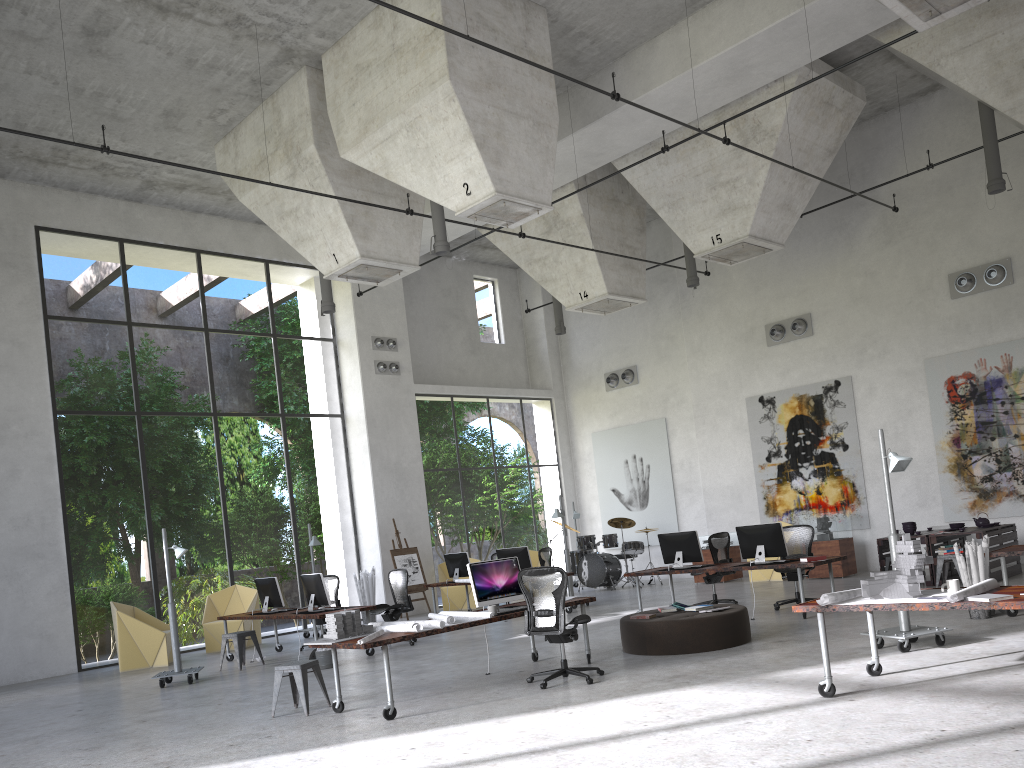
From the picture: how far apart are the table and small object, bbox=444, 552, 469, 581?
7.16m

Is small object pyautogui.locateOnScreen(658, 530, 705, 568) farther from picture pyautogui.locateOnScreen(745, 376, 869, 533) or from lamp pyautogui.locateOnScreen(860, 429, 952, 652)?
picture pyautogui.locateOnScreen(745, 376, 869, 533)

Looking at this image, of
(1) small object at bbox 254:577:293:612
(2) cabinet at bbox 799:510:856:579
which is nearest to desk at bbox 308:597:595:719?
(1) small object at bbox 254:577:293:612

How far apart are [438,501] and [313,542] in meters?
19.9 m

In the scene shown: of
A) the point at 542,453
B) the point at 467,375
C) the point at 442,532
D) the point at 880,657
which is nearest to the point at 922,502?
the point at 880,657

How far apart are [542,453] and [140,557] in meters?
21.2

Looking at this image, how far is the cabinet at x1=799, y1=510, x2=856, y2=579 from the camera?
16.1m

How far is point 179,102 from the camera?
13.8 meters

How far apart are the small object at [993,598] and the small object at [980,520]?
9.0m

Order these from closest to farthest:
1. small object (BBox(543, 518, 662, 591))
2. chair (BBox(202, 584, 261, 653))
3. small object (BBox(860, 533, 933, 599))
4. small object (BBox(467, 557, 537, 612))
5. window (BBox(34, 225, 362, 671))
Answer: small object (BBox(860, 533, 933, 599)), small object (BBox(467, 557, 537, 612)), chair (BBox(202, 584, 261, 653)), small object (BBox(543, 518, 662, 591)), window (BBox(34, 225, 362, 671))
